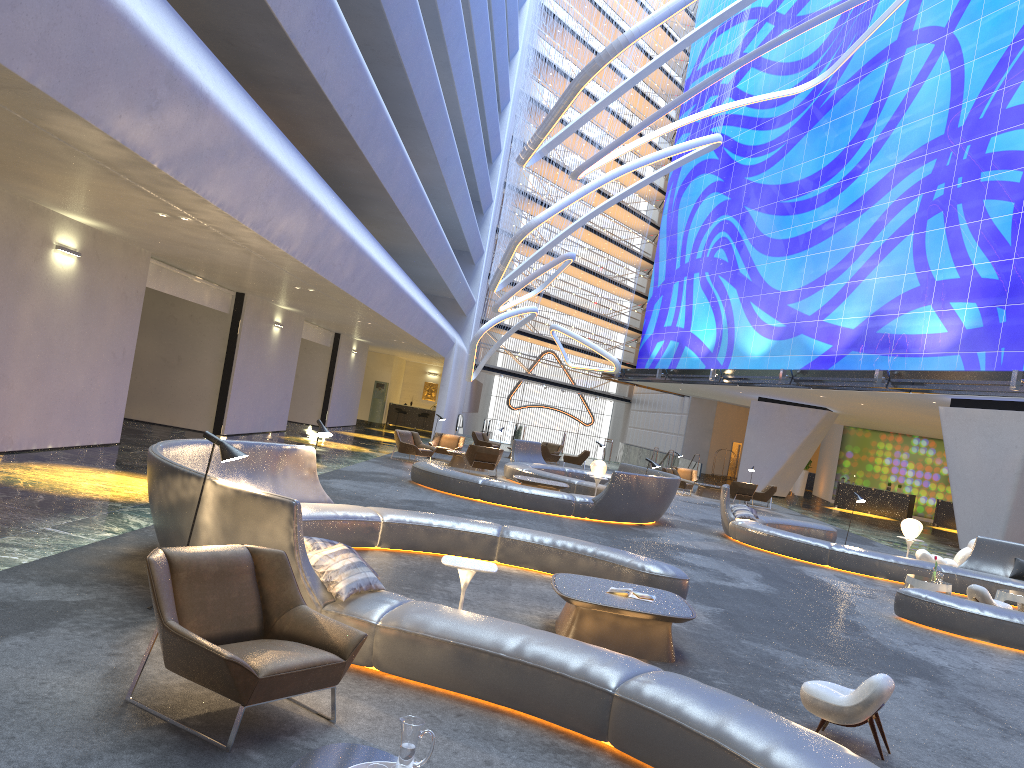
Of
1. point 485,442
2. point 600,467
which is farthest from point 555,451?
point 600,467

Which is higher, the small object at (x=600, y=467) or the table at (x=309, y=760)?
the small object at (x=600, y=467)

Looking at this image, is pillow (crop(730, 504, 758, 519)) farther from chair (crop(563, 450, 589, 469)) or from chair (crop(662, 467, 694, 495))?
chair (crop(563, 450, 589, 469))

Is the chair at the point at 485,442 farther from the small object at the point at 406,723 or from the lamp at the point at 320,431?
the small object at the point at 406,723

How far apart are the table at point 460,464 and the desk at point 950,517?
22.9 meters

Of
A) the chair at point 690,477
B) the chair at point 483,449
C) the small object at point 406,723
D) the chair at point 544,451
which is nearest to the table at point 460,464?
the chair at point 483,449

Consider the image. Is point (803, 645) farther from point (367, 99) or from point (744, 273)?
point (744, 273)

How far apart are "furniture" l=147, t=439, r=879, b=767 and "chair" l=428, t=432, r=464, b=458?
14.8m

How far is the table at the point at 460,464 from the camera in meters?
23.5

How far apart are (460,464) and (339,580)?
18.0m
